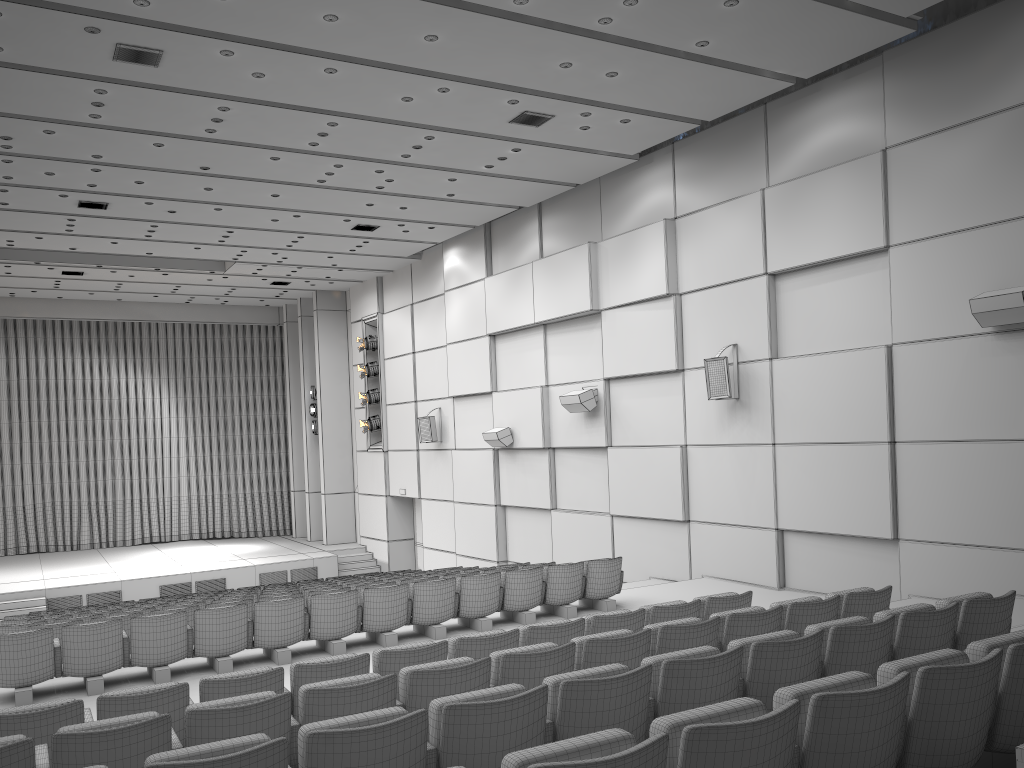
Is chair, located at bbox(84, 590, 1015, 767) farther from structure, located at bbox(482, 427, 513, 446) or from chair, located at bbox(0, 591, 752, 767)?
structure, located at bbox(482, 427, 513, 446)

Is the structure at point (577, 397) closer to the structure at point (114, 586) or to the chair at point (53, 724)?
the chair at point (53, 724)

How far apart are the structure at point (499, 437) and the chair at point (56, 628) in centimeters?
729cm

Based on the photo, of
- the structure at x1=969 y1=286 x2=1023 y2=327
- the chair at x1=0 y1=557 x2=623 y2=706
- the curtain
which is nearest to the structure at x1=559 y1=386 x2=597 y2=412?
the chair at x1=0 y1=557 x2=623 y2=706

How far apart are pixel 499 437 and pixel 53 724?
11.7 meters

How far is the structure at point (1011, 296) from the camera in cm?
844

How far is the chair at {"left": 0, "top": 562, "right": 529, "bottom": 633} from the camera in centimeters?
921cm

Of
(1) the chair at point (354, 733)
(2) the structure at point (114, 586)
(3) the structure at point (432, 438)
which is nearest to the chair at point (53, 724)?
(1) the chair at point (354, 733)

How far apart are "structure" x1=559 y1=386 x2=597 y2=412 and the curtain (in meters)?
13.72

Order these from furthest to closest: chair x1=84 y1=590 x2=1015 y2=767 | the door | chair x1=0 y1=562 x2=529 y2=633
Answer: the door
chair x1=0 y1=562 x2=529 y2=633
chair x1=84 y1=590 x2=1015 y2=767
